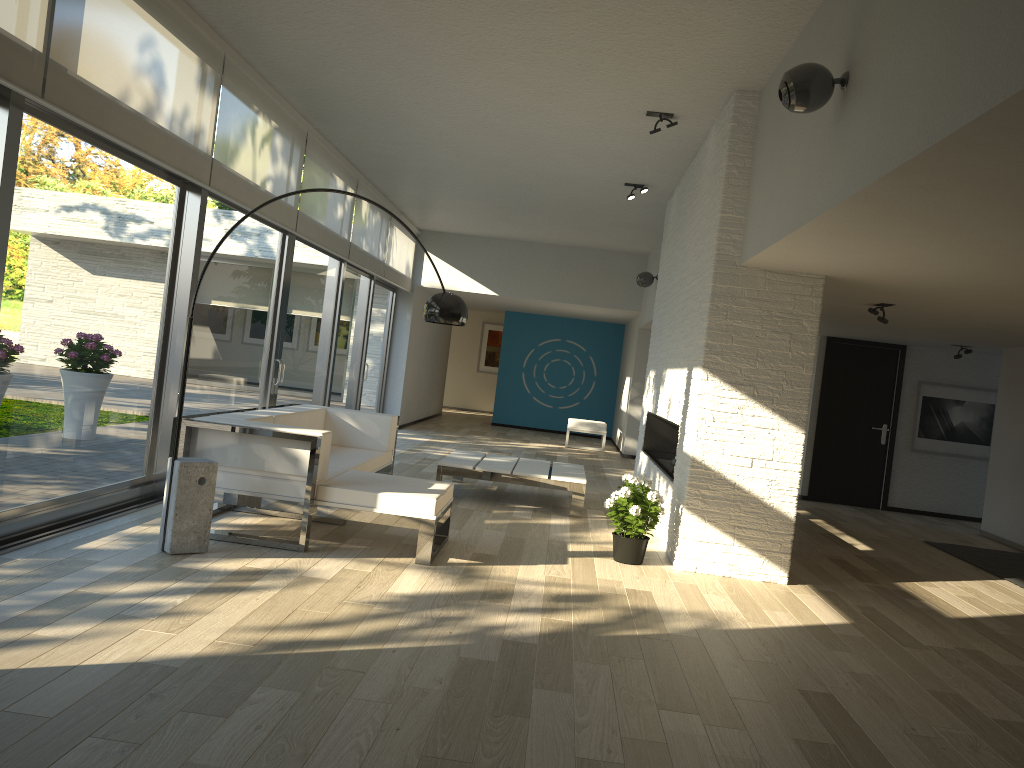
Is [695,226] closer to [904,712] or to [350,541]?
[350,541]

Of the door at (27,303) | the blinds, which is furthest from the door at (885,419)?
the door at (27,303)

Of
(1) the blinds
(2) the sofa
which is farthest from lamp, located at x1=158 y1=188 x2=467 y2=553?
(1) the blinds

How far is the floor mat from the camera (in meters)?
6.94

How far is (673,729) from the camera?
3.0 meters

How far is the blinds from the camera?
4.1m

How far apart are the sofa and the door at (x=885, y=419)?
5.6m

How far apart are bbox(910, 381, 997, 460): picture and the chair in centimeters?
475cm

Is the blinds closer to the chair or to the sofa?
the sofa

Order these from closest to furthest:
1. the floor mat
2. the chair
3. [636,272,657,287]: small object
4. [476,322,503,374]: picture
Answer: the floor mat
[636,272,657,287]: small object
the chair
[476,322,503,374]: picture
